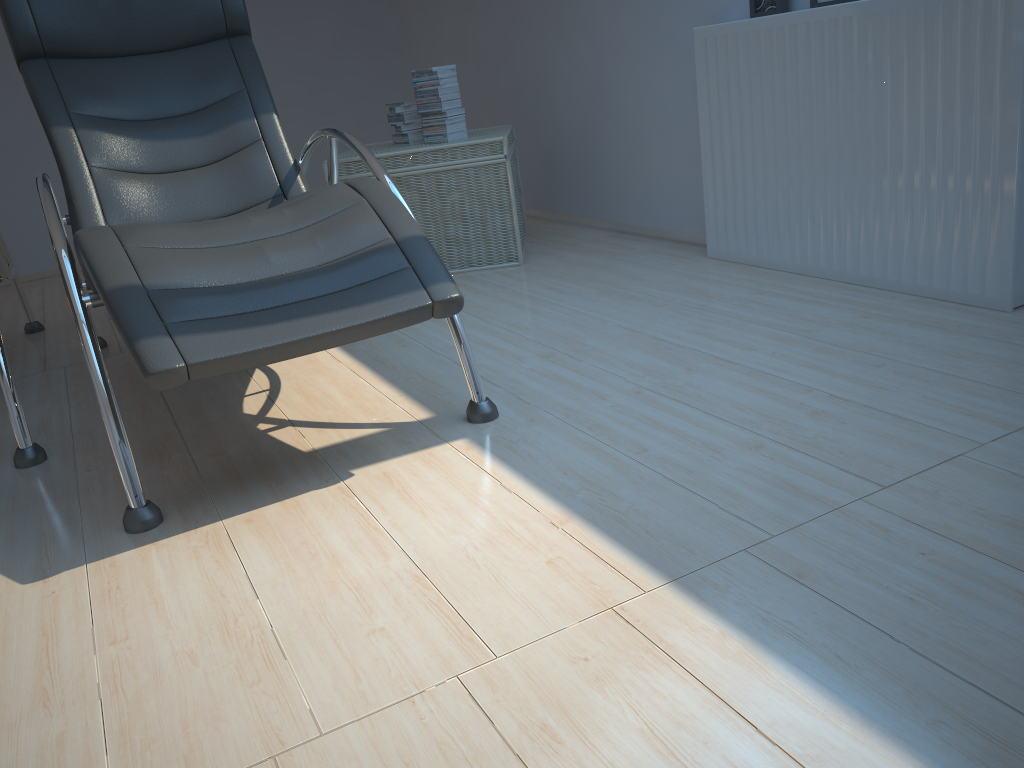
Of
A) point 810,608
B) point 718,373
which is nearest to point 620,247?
point 718,373

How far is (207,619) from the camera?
1.42m

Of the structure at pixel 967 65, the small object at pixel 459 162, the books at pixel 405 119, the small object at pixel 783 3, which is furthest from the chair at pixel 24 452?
the small object at pixel 783 3

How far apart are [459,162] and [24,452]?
1.93m

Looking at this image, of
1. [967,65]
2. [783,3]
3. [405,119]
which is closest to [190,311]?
[967,65]

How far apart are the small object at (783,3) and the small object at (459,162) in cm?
102

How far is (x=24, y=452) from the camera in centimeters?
218cm

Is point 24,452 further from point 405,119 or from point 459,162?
point 405,119

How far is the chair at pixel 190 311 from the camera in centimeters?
169cm

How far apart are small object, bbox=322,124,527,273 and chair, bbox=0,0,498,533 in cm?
59
